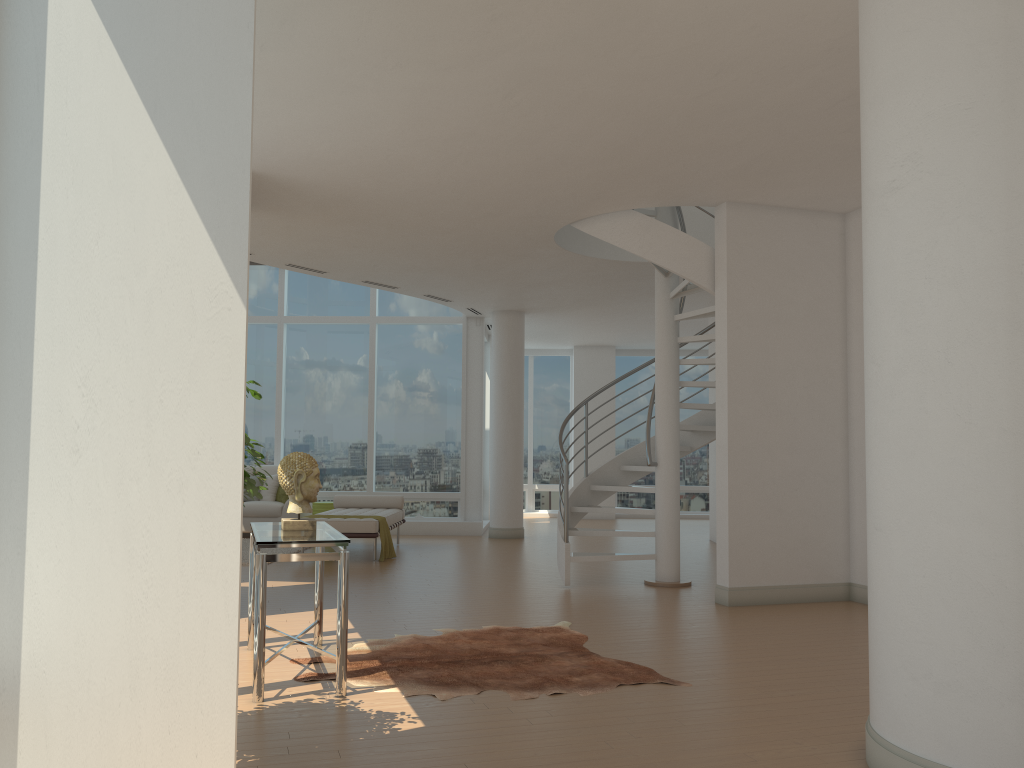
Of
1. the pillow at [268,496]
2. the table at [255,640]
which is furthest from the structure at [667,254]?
the pillow at [268,496]

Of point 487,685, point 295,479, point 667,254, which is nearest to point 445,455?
point 667,254

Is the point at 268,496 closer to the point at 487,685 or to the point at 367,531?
the point at 367,531

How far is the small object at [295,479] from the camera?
5.03m

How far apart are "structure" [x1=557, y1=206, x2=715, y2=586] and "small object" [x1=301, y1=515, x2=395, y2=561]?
2.38m

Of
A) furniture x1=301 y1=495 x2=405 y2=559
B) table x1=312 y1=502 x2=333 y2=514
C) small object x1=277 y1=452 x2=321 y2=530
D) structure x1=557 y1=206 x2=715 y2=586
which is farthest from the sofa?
small object x1=277 y1=452 x2=321 y2=530

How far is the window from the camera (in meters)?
13.91

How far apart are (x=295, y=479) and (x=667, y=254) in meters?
4.1

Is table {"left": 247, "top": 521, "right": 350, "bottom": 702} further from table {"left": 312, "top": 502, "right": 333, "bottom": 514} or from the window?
the window

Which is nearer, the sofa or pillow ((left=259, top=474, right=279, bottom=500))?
the sofa
